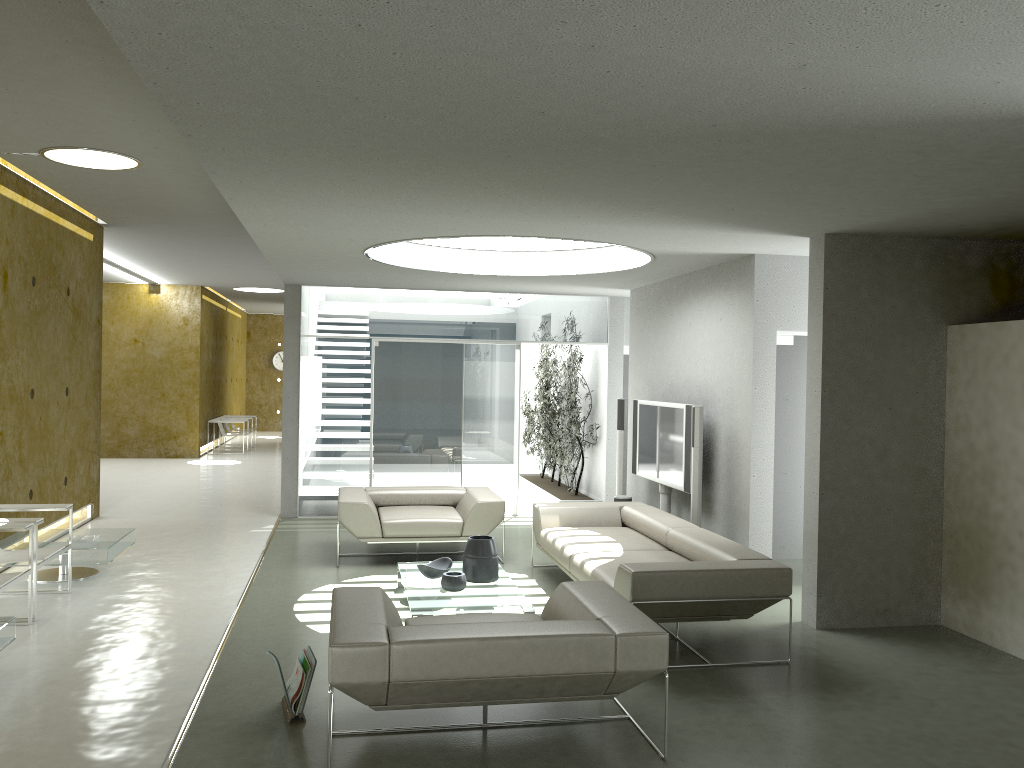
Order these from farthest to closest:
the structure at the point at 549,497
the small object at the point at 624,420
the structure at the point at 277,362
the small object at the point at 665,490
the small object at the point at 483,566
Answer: the structure at the point at 277,362
the structure at the point at 549,497
the small object at the point at 624,420
the small object at the point at 665,490
the small object at the point at 483,566

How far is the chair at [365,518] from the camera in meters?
7.7

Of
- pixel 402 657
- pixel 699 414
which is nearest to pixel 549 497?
pixel 699 414

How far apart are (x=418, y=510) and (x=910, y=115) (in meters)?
5.83

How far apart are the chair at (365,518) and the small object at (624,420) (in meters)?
1.70

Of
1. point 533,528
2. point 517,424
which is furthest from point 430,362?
point 533,528

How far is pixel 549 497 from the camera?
11.52m

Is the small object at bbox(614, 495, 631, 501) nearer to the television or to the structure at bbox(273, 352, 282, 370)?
the television

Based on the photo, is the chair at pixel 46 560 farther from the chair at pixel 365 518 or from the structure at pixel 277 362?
the structure at pixel 277 362

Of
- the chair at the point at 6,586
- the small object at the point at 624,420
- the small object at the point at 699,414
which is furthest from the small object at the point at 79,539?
the small object at the point at 624,420
